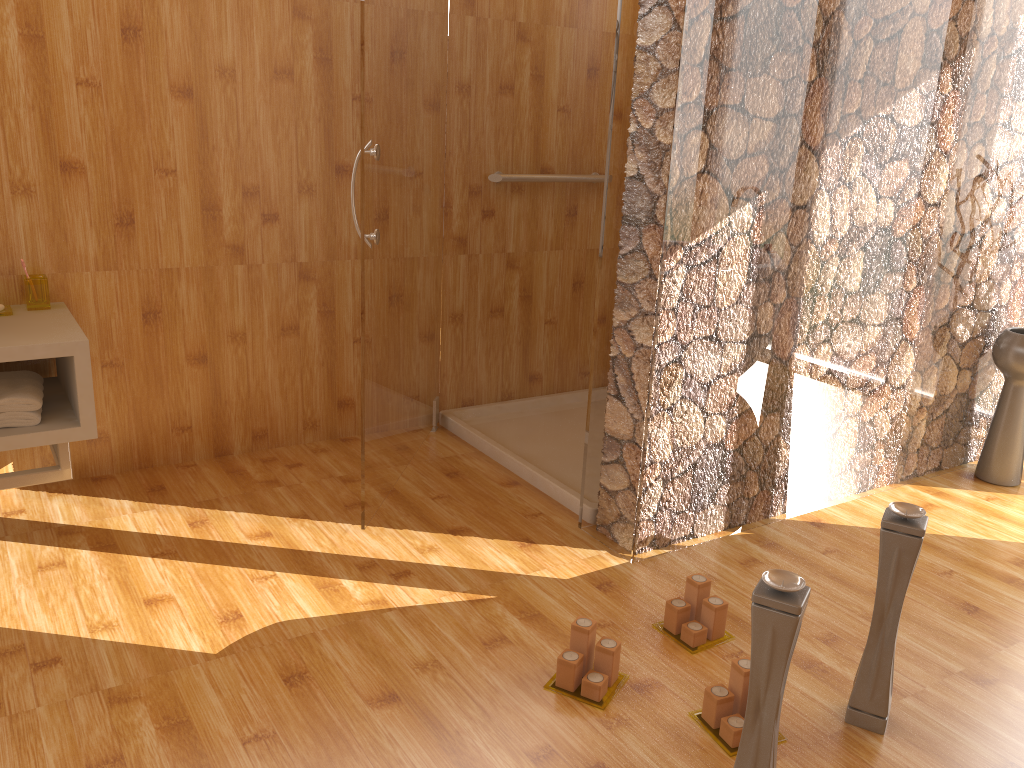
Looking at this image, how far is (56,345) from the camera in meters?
2.2 m

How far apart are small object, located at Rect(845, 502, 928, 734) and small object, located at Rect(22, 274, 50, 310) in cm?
226

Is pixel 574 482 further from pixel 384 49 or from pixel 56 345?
pixel 56 345

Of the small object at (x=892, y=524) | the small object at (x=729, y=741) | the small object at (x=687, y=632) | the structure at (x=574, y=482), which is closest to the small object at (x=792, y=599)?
the small object at (x=729, y=741)

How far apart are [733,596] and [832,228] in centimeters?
107cm

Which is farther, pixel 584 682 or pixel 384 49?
pixel 384 49

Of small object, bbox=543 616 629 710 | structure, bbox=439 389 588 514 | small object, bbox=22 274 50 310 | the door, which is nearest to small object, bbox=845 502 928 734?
small object, bbox=543 616 629 710

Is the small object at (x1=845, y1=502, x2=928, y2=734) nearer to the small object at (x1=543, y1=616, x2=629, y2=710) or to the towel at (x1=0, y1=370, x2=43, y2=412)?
the small object at (x1=543, y1=616, x2=629, y2=710)

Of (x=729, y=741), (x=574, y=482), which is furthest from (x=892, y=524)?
(x=574, y=482)

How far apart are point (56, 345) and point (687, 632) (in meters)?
1.69
